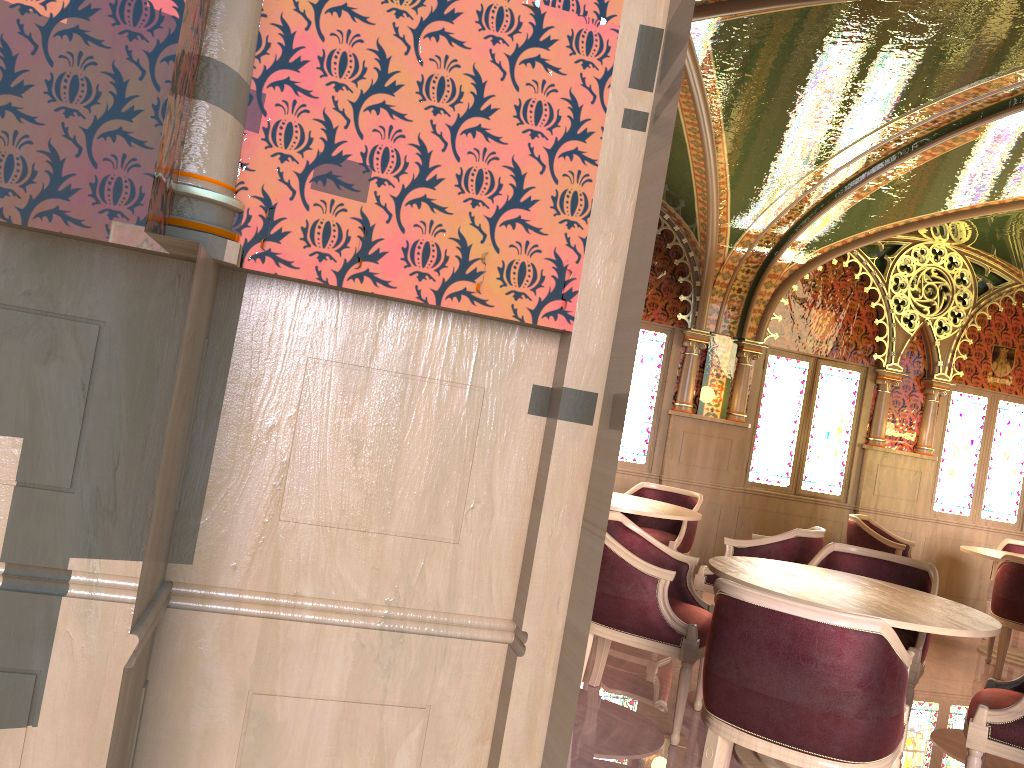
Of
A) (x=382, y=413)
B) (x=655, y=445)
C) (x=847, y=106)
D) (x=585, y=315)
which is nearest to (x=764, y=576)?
(x=585, y=315)

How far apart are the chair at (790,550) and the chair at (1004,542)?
3.3 meters

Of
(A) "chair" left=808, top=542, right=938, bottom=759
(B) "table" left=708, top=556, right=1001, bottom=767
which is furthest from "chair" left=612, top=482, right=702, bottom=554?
(B) "table" left=708, top=556, right=1001, bottom=767

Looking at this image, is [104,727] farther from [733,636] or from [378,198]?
[733,636]

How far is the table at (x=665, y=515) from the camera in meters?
5.6 m

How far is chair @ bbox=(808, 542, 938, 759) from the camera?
4.12m

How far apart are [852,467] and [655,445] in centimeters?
209cm

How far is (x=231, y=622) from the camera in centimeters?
161cm

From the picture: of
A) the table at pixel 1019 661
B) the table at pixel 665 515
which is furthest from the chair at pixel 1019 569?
the table at pixel 665 515

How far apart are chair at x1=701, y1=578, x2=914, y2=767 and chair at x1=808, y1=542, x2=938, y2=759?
1.11m
